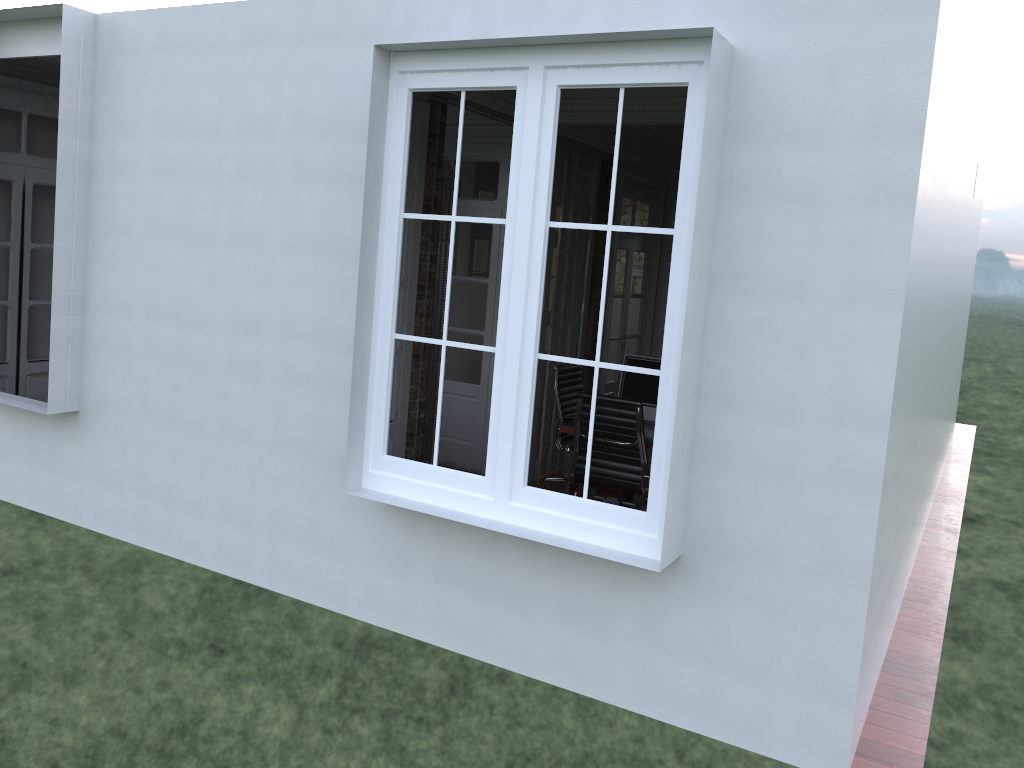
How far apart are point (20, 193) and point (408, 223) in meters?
3.1

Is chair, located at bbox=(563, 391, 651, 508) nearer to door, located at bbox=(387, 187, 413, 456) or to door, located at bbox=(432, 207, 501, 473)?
door, located at bbox=(387, 187, 413, 456)

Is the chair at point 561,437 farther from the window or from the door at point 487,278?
the window

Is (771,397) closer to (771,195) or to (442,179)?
(771,195)

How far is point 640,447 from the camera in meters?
5.3

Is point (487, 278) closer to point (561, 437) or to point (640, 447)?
point (561, 437)

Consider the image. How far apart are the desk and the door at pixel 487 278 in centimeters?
150cm

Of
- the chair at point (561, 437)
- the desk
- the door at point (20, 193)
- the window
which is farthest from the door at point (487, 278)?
the window

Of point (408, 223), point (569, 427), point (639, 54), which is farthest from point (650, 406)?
point (639, 54)

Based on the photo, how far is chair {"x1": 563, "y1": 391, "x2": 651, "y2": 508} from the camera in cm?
534
